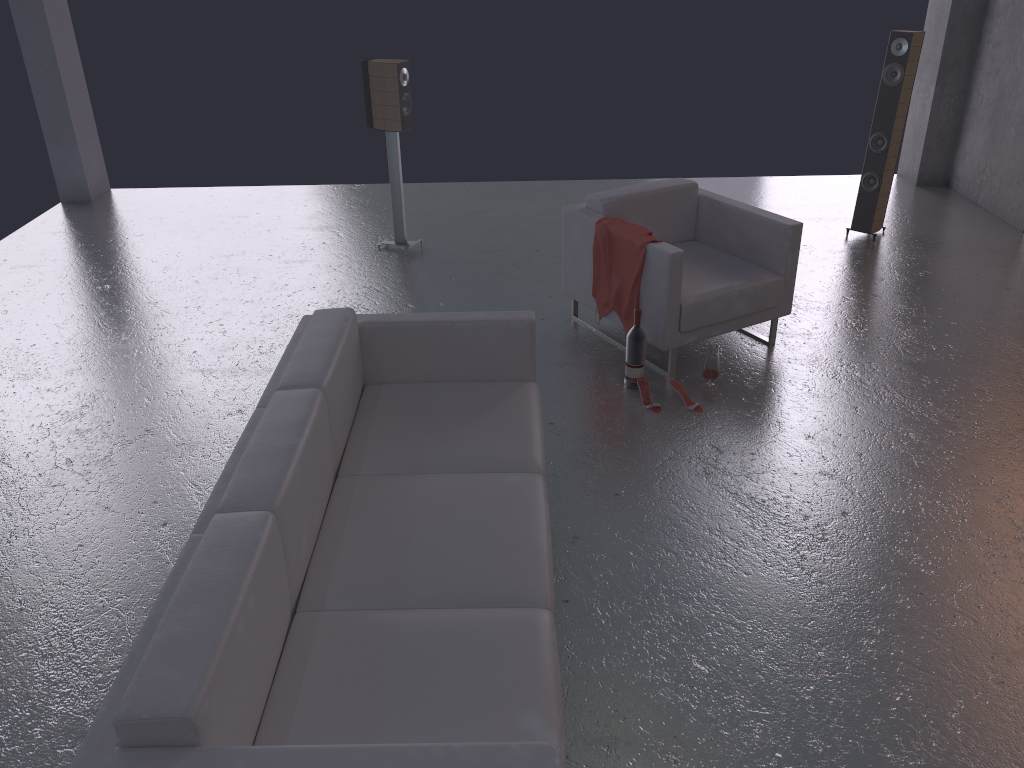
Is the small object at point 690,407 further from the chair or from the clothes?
the clothes

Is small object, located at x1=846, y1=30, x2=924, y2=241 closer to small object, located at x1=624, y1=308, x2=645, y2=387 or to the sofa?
small object, located at x1=624, y1=308, x2=645, y2=387

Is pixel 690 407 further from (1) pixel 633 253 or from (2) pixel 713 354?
(1) pixel 633 253

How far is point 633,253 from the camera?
4.7m

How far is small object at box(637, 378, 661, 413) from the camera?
4.50m

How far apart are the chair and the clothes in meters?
0.0

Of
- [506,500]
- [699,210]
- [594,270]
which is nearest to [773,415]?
[594,270]

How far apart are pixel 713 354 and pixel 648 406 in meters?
0.5 m

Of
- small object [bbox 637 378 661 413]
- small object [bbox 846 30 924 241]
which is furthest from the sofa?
small object [bbox 846 30 924 241]

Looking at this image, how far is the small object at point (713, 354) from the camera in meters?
4.6 m
